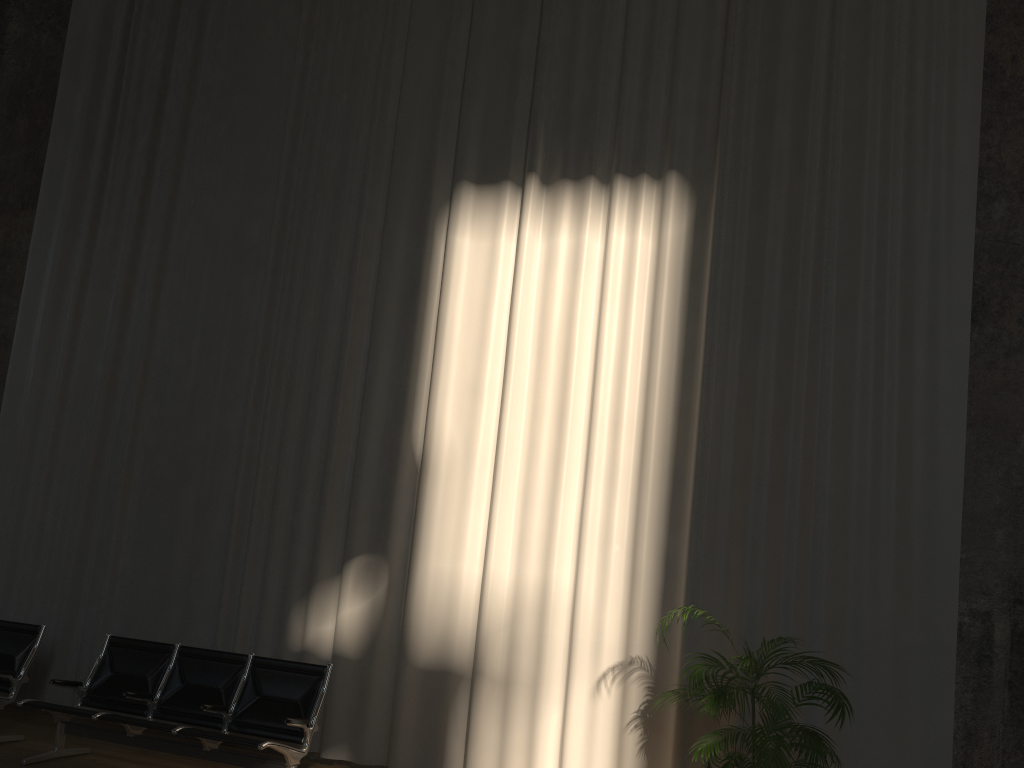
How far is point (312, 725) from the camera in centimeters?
531cm

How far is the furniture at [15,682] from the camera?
6.1m

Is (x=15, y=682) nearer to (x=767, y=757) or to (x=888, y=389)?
(x=767, y=757)

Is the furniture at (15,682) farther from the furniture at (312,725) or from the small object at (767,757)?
the small object at (767,757)

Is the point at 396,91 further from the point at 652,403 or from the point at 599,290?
the point at 652,403

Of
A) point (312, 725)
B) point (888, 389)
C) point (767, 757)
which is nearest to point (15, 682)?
point (312, 725)

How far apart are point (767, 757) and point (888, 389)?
2.5m

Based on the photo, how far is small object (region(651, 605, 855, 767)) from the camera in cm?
428

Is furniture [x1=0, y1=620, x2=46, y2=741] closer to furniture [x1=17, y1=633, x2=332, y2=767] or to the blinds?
furniture [x1=17, y1=633, x2=332, y2=767]

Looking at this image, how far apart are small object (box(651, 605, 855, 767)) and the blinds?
0.2m
